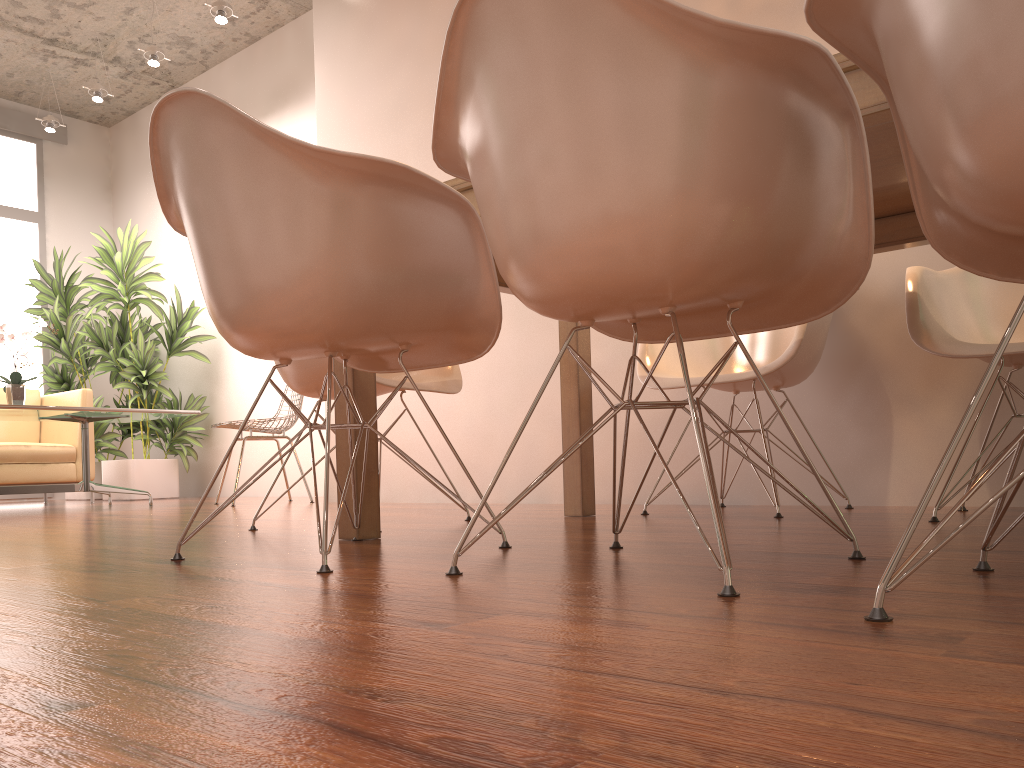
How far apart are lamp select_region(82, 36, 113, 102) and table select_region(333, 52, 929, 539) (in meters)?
5.18

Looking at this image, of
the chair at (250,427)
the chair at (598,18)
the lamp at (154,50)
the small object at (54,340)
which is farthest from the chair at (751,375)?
the small object at (54,340)

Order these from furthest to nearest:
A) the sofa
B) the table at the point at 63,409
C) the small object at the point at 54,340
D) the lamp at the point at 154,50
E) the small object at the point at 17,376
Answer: the small object at the point at 54,340 → the lamp at the point at 154,50 → the sofa → the small object at the point at 17,376 → the table at the point at 63,409

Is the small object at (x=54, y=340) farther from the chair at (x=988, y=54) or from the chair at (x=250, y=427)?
the chair at (x=988, y=54)

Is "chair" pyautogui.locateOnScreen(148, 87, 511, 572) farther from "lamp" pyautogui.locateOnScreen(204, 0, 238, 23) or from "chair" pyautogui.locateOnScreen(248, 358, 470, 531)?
"lamp" pyautogui.locateOnScreen(204, 0, 238, 23)

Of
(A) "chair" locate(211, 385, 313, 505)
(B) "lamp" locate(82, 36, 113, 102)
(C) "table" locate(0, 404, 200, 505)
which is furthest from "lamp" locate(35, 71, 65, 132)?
(A) "chair" locate(211, 385, 313, 505)

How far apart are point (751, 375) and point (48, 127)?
6.55m

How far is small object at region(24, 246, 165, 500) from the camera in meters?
7.0

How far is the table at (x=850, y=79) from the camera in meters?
1.4

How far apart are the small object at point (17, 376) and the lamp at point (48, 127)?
2.86m
